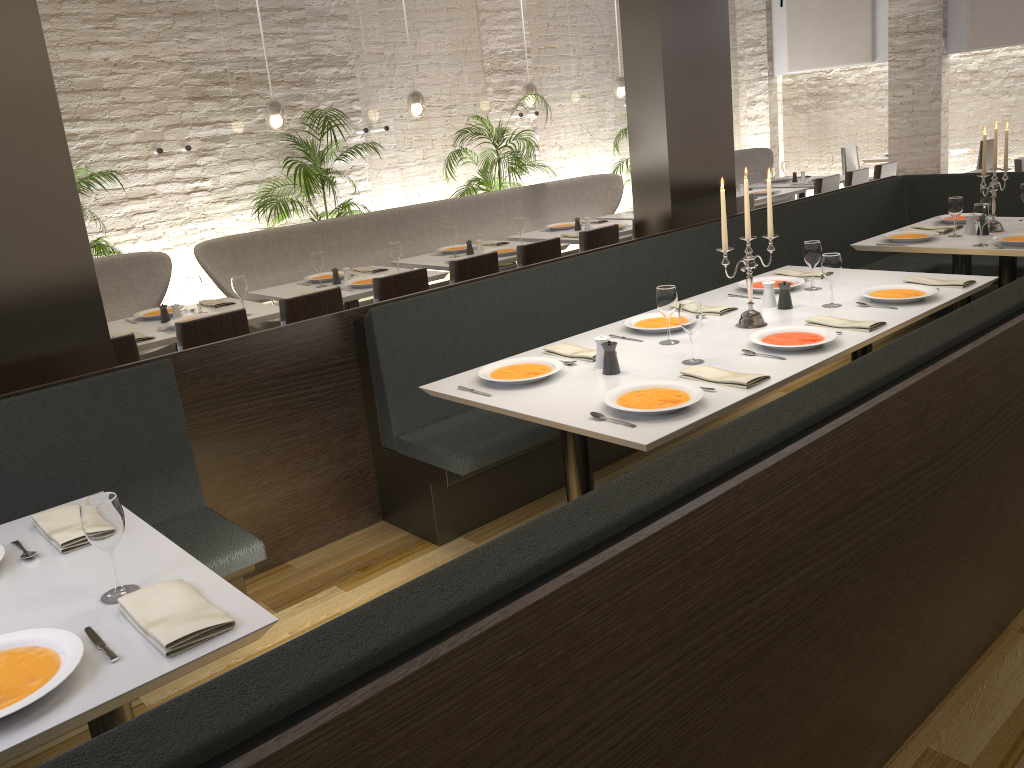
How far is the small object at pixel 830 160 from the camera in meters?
9.4

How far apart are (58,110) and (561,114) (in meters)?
7.07

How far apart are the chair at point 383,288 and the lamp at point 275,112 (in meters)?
2.64

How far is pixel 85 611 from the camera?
1.9 meters

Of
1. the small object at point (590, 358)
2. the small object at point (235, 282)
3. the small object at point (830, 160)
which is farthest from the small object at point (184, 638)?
the small object at point (830, 160)

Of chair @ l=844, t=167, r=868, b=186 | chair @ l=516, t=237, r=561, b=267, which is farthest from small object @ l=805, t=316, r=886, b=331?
chair @ l=844, t=167, r=868, b=186

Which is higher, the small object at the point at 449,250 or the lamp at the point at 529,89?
the lamp at the point at 529,89

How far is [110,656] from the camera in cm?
172

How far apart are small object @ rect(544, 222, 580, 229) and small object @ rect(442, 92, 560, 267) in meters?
0.9

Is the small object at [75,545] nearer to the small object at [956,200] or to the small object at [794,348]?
the small object at [794,348]
